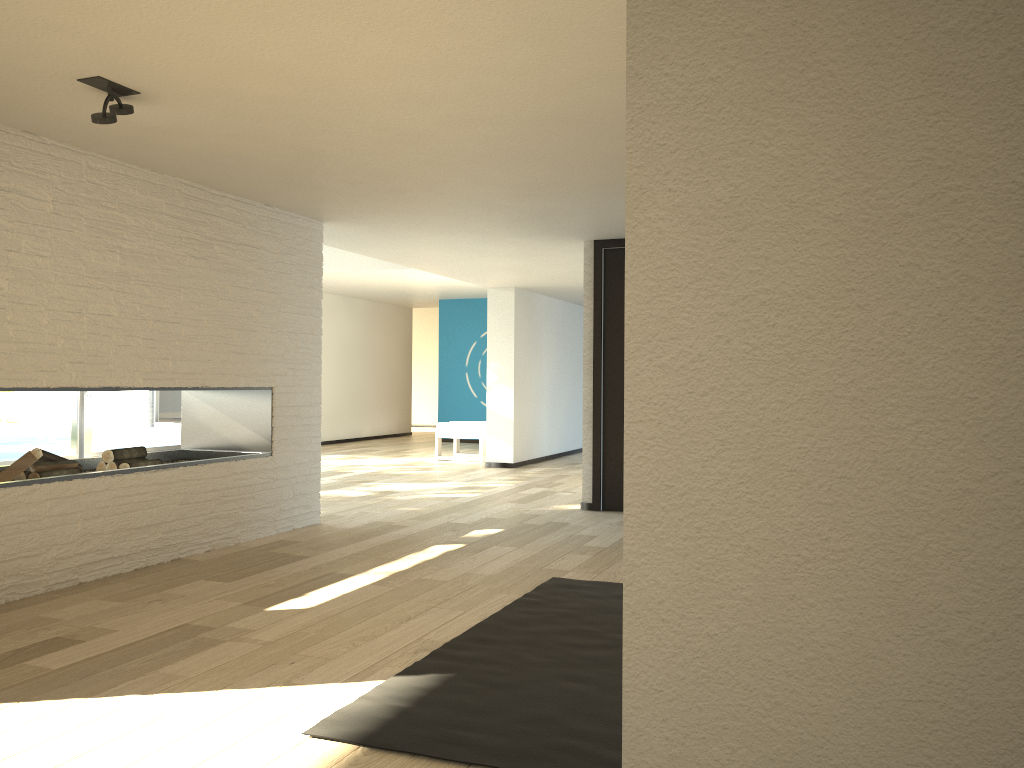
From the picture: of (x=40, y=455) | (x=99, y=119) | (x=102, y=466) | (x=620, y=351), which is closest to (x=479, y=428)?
(x=620, y=351)

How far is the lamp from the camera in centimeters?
306cm

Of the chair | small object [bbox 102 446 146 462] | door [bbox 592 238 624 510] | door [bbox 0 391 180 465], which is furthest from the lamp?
the chair

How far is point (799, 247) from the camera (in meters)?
1.23

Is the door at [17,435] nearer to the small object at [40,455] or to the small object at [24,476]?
the small object at [40,455]

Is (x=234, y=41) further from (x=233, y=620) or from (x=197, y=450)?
(x=197, y=450)

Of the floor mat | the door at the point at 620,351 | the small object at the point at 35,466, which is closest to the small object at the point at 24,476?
the small object at the point at 35,466

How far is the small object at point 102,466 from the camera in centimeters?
Result: 464cm

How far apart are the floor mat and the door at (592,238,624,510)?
2.34m

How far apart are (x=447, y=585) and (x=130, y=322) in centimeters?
197cm
